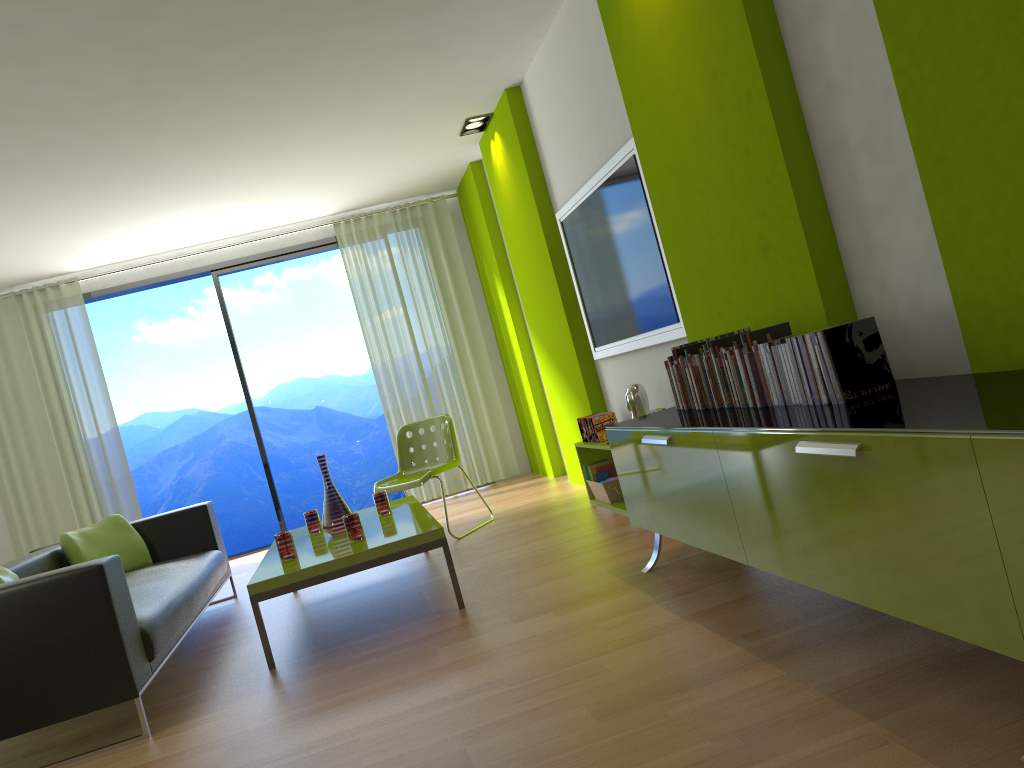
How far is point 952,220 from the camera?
2.1 meters

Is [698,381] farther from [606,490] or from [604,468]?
[604,468]

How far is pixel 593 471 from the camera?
5.4 meters

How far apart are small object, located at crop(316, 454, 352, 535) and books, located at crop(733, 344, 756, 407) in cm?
228

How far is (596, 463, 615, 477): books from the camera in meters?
5.4 m

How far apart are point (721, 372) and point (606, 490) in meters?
2.2

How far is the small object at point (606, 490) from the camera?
5.1 meters

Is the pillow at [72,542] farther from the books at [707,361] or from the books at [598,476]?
the books at [707,361]

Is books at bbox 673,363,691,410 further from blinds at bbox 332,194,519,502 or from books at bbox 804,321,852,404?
blinds at bbox 332,194,519,502

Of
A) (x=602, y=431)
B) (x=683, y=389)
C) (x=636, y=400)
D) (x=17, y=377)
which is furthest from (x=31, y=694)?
(x=17, y=377)
